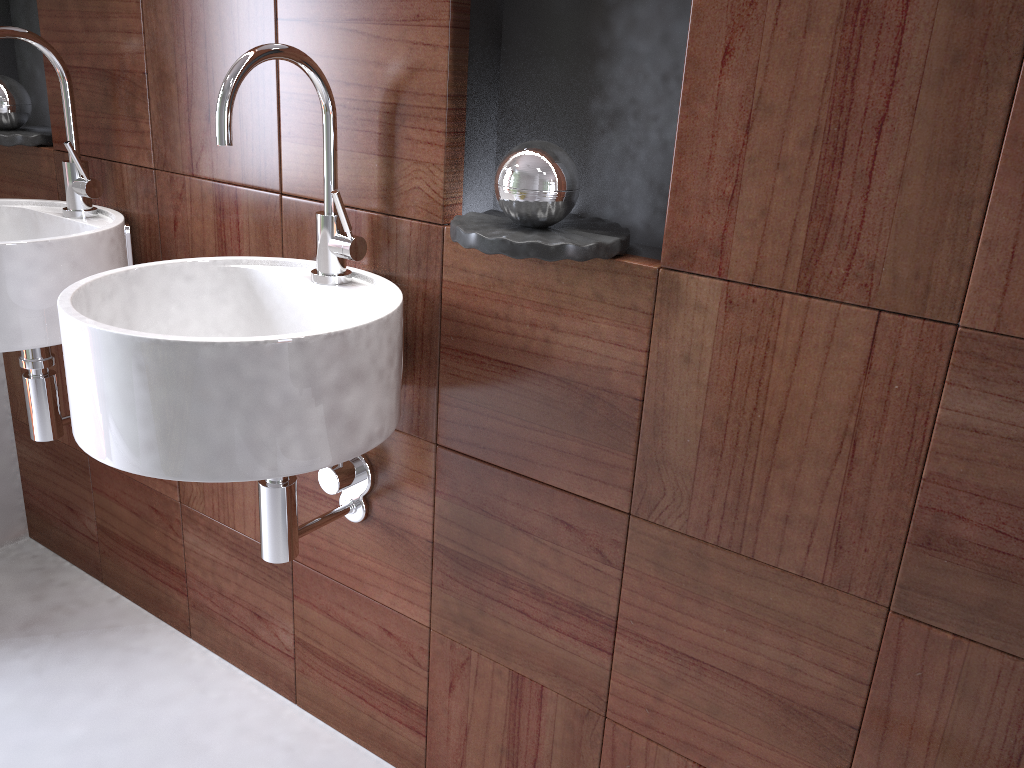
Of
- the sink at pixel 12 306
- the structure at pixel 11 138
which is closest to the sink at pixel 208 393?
the sink at pixel 12 306

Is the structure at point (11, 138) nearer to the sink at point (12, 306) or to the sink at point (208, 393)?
the sink at point (12, 306)

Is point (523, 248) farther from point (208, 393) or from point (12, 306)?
point (12, 306)

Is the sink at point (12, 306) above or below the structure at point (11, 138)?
below

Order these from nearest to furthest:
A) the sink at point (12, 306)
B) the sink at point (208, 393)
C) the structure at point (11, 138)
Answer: the sink at point (208, 393), the sink at point (12, 306), the structure at point (11, 138)

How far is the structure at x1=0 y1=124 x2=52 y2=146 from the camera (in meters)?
1.66

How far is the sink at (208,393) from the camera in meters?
1.0 m

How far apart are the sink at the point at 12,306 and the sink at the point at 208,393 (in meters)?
0.23

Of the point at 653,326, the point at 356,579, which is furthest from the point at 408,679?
the point at 653,326

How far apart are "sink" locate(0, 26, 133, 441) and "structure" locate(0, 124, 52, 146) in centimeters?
12cm
